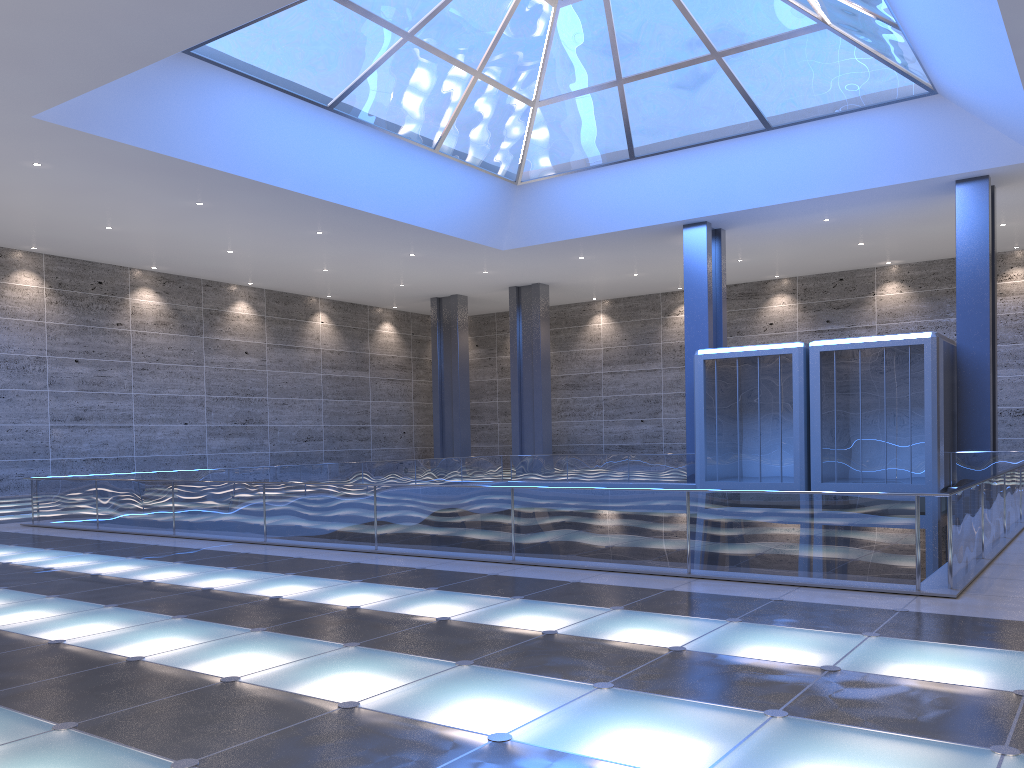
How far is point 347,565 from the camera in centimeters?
1226cm
